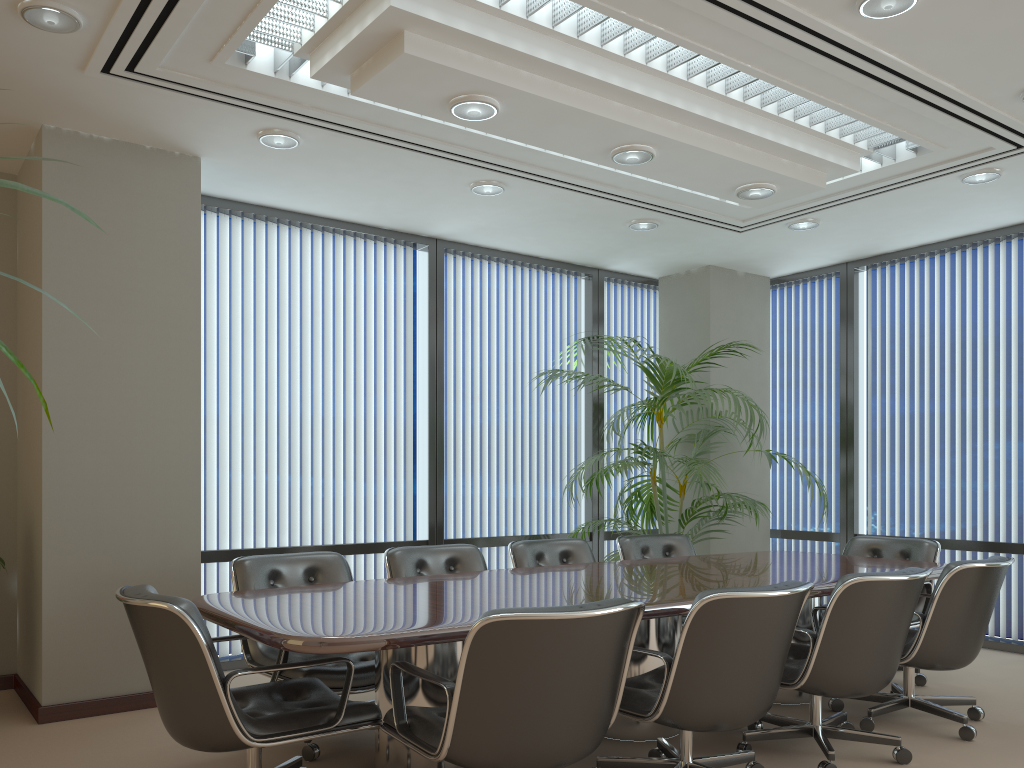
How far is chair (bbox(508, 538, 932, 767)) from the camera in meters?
3.5

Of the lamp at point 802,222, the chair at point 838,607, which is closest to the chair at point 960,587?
the chair at point 838,607

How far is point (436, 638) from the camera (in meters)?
2.85

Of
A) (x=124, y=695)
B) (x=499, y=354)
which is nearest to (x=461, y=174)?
(x=499, y=354)

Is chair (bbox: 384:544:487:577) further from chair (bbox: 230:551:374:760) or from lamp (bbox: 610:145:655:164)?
lamp (bbox: 610:145:655:164)

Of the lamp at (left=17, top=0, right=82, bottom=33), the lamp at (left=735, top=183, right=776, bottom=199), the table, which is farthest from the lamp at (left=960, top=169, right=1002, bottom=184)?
the lamp at (left=17, top=0, right=82, bottom=33)

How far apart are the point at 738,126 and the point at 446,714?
3.2 meters

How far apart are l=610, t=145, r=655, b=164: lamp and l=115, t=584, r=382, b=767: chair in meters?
2.8

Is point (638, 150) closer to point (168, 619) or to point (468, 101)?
point (468, 101)

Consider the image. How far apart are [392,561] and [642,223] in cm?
303
